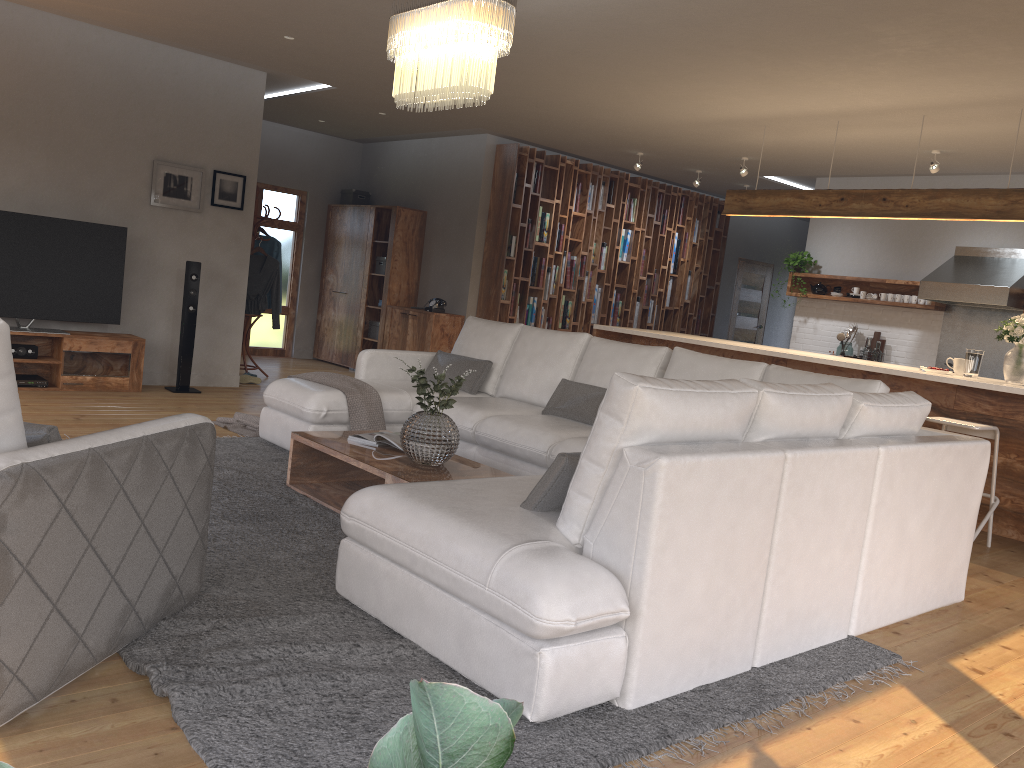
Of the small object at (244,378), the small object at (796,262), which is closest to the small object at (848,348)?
the small object at (796,262)

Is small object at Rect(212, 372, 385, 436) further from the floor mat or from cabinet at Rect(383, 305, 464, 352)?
cabinet at Rect(383, 305, 464, 352)

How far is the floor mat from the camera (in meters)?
2.22

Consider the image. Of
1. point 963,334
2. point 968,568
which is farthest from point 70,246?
point 963,334

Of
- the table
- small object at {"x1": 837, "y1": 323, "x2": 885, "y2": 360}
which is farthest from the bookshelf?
the table

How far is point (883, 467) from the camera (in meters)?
3.36

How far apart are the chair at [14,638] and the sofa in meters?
0.5

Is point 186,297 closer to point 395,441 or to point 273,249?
point 273,249

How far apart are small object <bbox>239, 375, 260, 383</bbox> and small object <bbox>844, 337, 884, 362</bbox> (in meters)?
5.98

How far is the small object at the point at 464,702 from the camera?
0.18m
